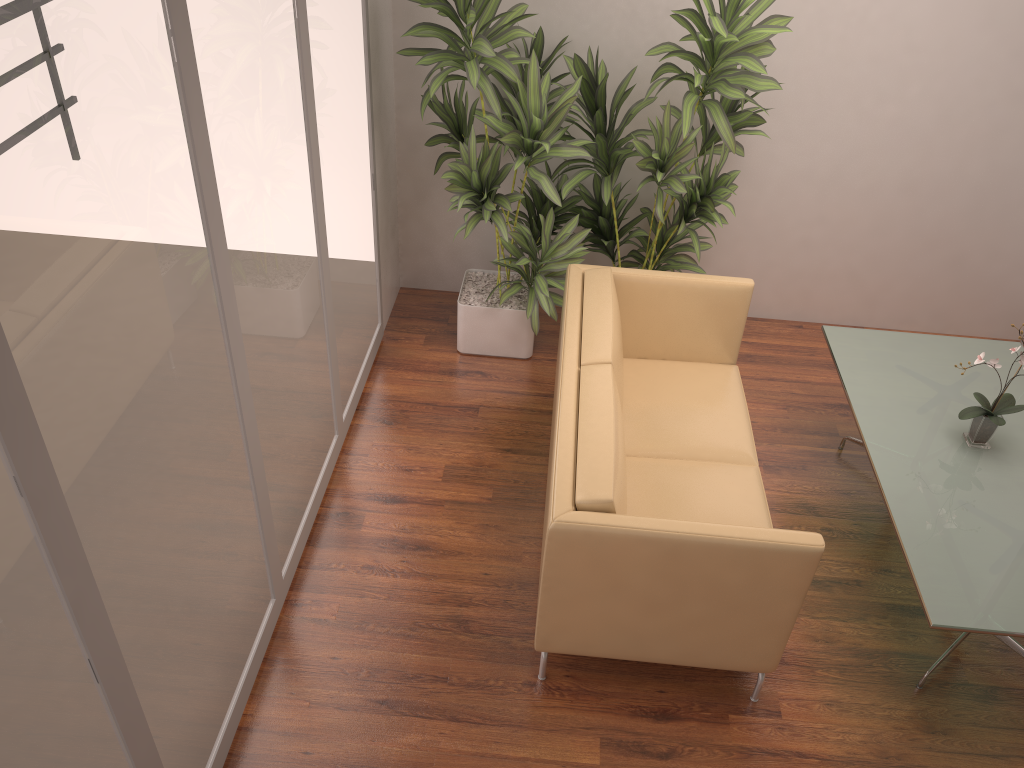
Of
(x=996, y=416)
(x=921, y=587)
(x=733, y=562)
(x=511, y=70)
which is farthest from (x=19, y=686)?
(x=996, y=416)

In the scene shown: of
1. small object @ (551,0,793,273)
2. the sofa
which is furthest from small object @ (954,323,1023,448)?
small object @ (551,0,793,273)

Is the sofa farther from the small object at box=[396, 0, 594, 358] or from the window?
the window

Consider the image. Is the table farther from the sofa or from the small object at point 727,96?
the small object at point 727,96

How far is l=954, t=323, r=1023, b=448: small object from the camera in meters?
3.5 m

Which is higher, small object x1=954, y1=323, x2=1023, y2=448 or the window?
the window

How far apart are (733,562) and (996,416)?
1.5 meters

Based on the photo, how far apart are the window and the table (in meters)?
2.21

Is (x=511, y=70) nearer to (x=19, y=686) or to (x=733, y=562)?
(x=733, y=562)

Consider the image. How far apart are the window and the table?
2.2m
